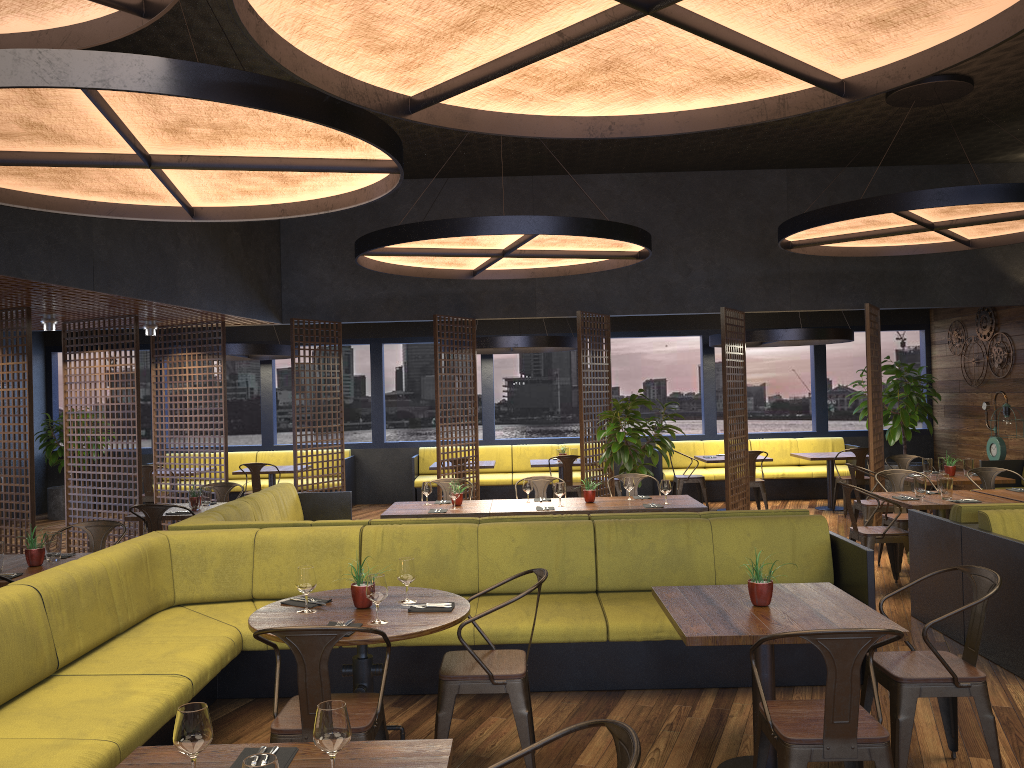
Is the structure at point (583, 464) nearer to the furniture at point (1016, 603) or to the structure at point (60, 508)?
the furniture at point (1016, 603)

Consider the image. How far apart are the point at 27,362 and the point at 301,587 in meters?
6.0

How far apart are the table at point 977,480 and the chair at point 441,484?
4.9 meters

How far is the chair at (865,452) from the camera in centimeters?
1159cm

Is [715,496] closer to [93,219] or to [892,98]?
[892,98]

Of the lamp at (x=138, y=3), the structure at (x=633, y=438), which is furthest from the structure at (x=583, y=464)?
the lamp at (x=138, y=3)

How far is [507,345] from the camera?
11.7m

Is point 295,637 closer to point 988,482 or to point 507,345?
point 988,482

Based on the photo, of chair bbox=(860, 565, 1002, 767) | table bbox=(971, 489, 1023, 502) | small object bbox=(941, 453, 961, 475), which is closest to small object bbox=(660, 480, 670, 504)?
table bbox=(971, 489, 1023, 502)

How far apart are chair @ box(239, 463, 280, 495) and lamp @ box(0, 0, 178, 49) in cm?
811
